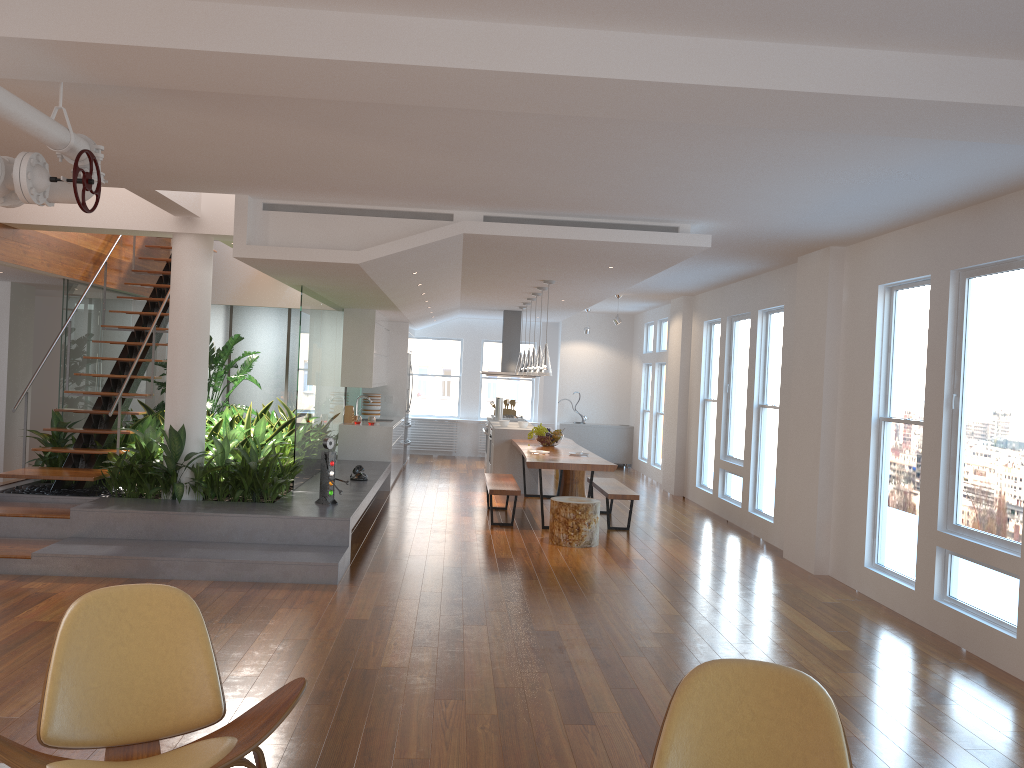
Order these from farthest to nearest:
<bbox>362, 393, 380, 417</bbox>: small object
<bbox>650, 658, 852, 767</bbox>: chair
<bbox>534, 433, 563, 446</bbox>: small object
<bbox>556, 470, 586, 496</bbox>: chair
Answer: <bbox>362, 393, 380, 417</bbox>: small object
<bbox>556, 470, 586, 496</bbox>: chair
<bbox>534, 433, 563, 446</bbox>: small object
<bbox>650, 658, 852, 767</bbox>: chair

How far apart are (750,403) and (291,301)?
6.0 meters

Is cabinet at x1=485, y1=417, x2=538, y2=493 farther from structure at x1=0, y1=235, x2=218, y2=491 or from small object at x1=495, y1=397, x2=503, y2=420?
structure at x1=0, y1=235, x2=218, y2=491

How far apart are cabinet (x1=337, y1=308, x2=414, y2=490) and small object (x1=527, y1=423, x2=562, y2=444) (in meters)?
1.91

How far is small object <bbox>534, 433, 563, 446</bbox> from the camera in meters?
10.4 m

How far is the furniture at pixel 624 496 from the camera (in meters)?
8.87

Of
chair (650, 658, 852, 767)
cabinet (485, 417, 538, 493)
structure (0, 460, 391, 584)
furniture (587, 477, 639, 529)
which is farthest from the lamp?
chair (650, 658, 852, 767)

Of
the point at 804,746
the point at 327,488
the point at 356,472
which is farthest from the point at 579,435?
the point at 804,746

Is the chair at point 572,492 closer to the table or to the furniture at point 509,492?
the table

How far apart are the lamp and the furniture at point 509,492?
1.2 meters
